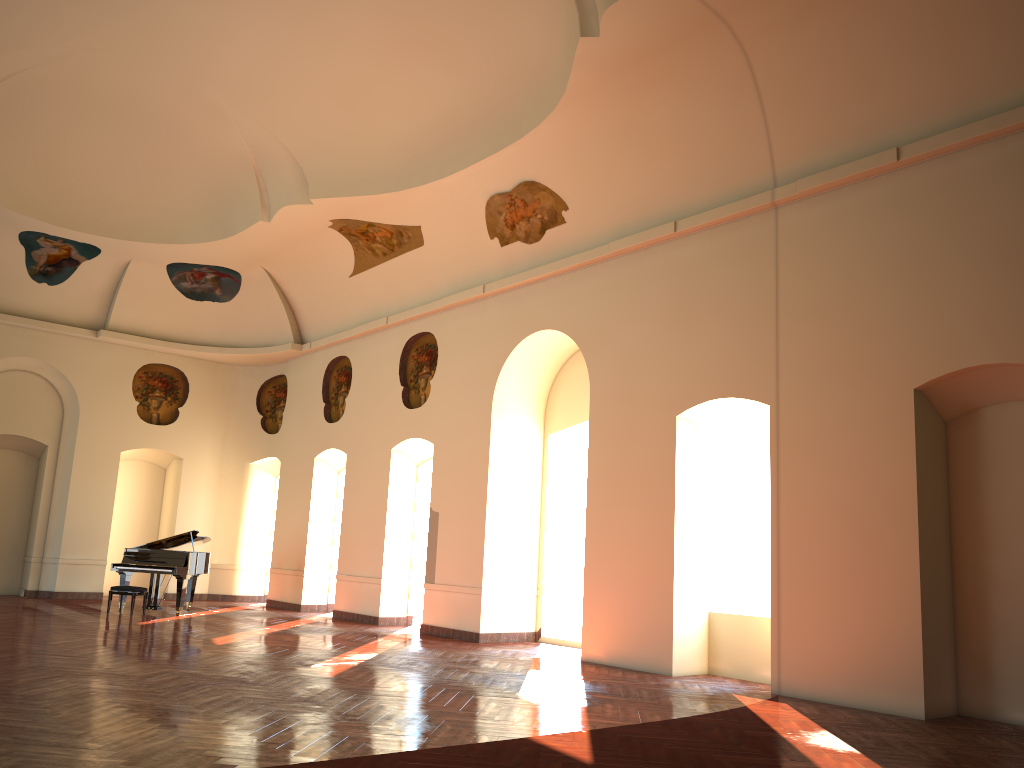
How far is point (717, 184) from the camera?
10.6 meters
